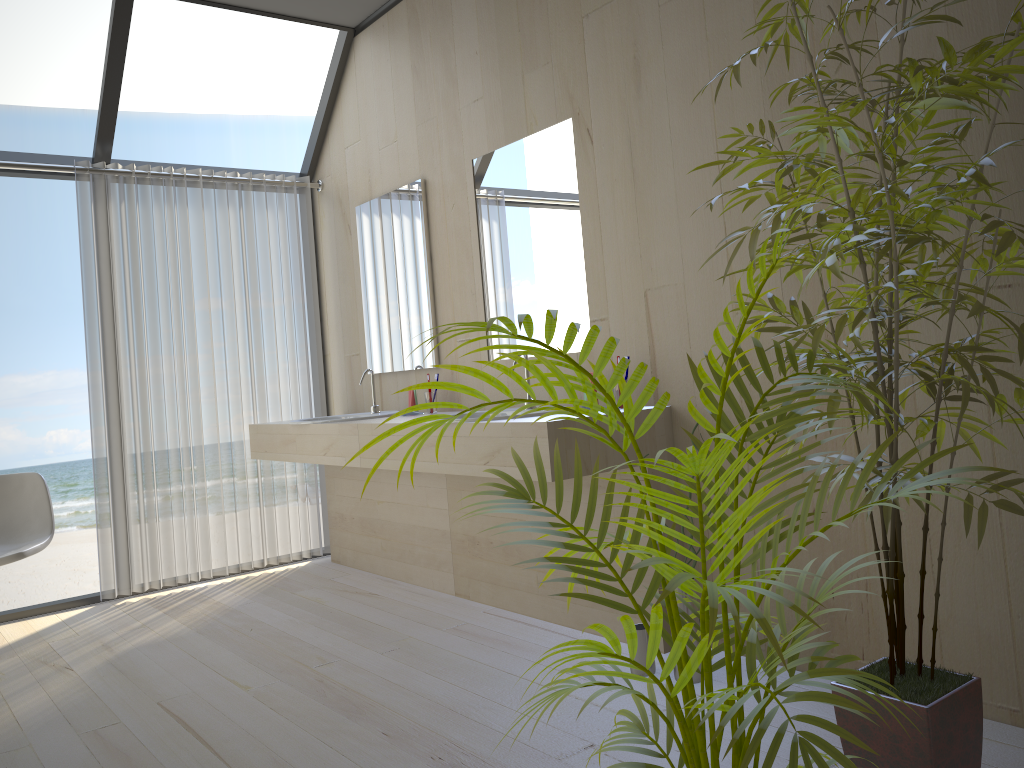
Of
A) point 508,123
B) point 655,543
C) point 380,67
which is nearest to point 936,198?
point 655,543

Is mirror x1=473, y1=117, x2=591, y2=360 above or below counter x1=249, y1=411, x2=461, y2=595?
above

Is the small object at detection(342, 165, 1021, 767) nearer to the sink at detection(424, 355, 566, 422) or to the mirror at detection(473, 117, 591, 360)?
the sink at detection(424, 355, 566, 422)

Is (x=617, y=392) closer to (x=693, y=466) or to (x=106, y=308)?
(x=693, y=466)

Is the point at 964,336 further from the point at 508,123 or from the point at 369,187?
the point at 369,187

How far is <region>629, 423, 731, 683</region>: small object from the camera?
2.7 meters

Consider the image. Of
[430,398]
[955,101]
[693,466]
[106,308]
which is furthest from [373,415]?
[693,466]

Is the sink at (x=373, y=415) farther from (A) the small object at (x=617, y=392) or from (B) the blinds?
(A) the small object at (x=617, y=392)

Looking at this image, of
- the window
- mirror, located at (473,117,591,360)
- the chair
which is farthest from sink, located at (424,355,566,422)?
the window

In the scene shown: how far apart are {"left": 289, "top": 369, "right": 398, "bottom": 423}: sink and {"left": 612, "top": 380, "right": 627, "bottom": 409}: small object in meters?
1.4 m
